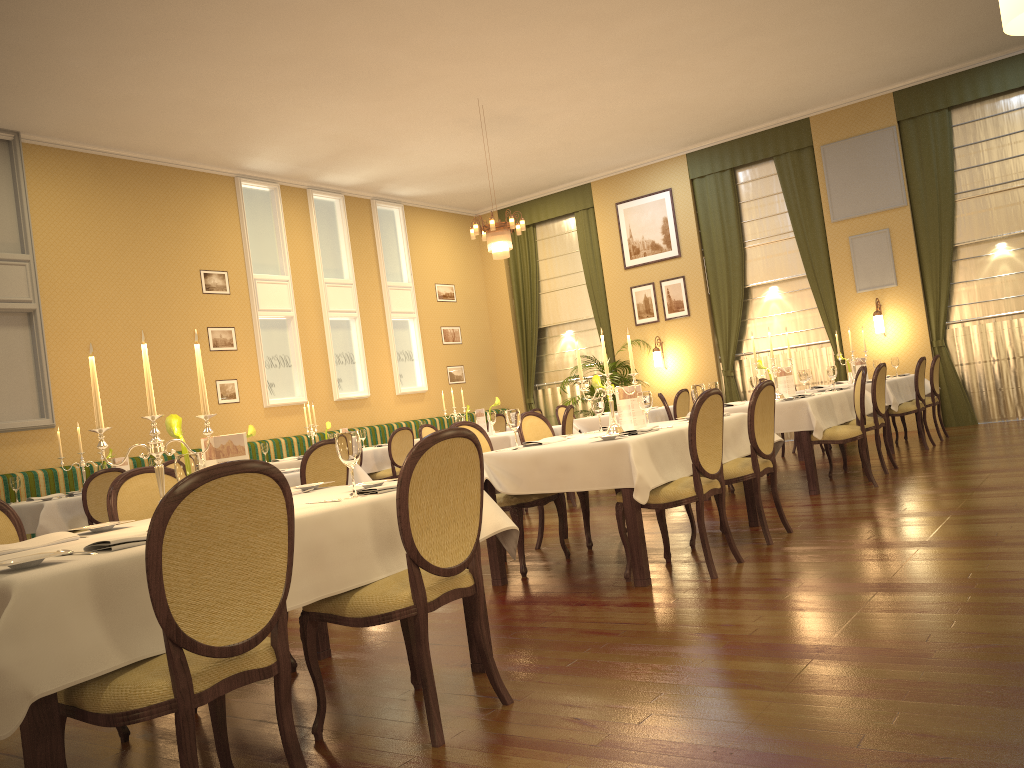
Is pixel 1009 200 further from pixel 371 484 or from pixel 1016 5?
pixel 1016 5

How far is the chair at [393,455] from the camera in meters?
10.0

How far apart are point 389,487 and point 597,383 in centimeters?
267cm

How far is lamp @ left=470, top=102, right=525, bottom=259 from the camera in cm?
986

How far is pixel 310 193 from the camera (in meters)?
12.32

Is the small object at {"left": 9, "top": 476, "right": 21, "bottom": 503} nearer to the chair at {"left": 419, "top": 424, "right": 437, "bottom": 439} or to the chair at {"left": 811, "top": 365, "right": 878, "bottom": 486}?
the chair at {"left": 419, "top": 424, "right": 437, "bottom": 439}

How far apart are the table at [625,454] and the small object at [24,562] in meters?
2.8

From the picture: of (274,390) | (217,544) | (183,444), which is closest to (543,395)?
(274,390)

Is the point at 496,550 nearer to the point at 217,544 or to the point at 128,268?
the point at 217,544

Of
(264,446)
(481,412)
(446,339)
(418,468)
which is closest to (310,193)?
(446,339)
